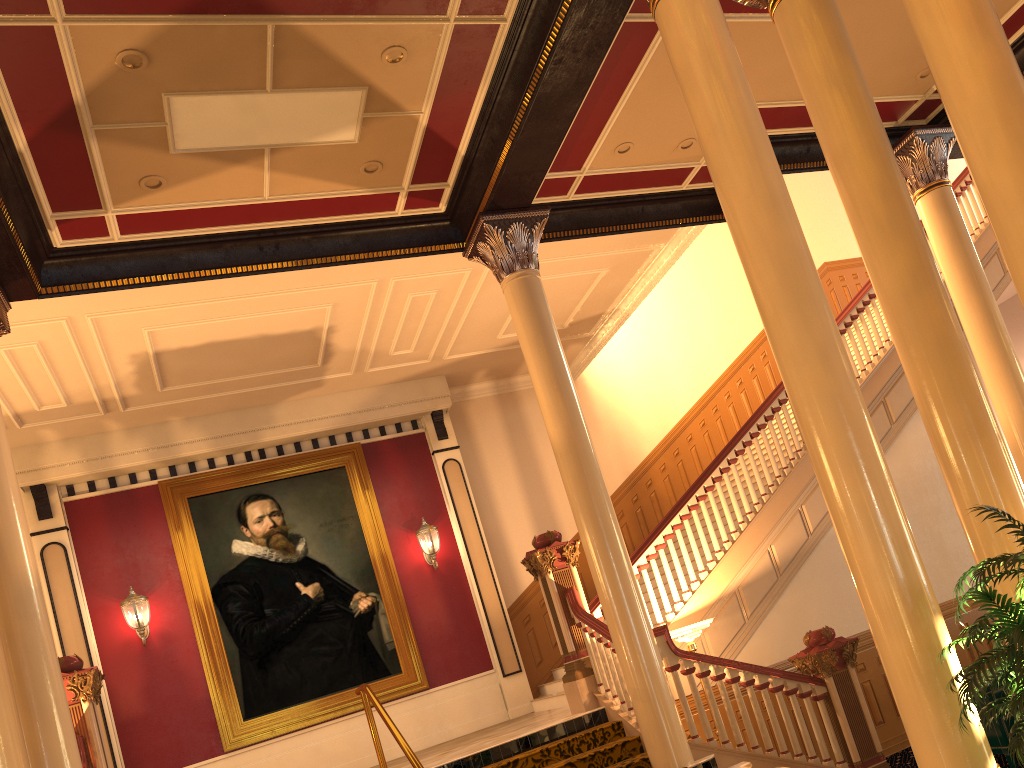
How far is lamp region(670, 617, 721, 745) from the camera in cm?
755

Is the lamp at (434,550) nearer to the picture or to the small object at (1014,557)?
the picture

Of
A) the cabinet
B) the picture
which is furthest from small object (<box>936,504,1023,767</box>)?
the picture

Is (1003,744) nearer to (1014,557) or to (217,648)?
(1014,557)

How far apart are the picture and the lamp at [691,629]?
4.5 meters

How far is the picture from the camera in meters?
10.5 m

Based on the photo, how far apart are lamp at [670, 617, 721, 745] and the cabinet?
2.2m

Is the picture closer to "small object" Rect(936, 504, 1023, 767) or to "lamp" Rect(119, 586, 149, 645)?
"lamp" Rect(119, 586, 149, 645)

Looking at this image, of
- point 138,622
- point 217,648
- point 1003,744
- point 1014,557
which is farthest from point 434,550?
point 1014,557

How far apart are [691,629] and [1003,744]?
2.4 meters
